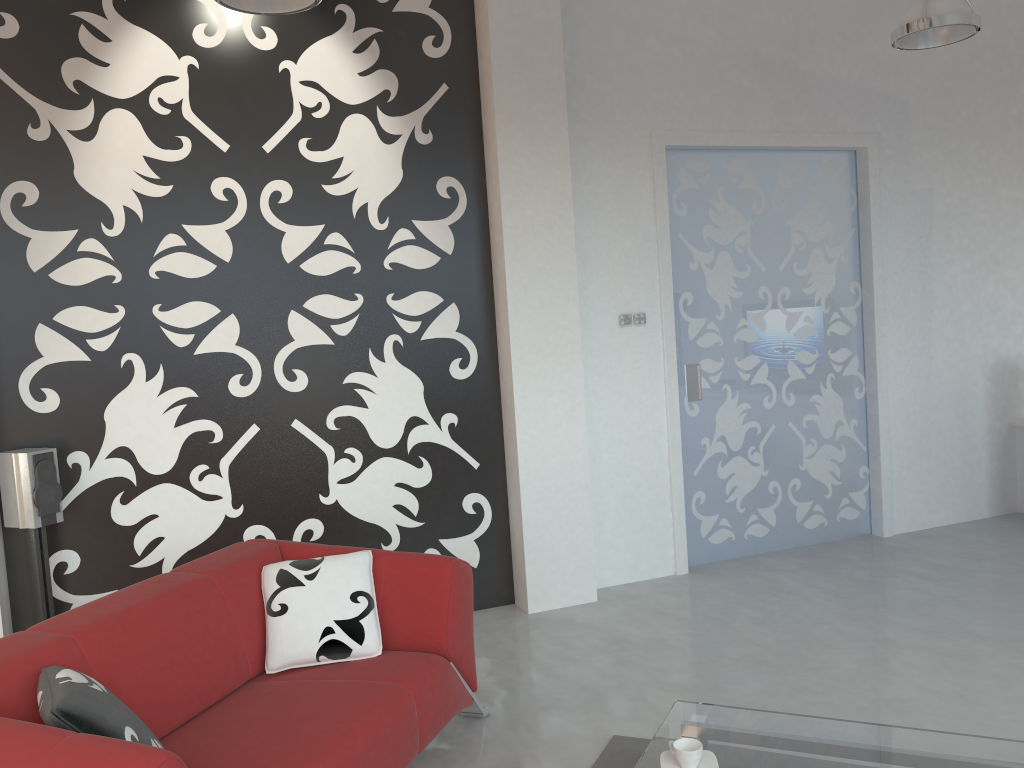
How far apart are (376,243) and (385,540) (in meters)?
1.52

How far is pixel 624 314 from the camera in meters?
5.0 m

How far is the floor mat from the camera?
3.0m

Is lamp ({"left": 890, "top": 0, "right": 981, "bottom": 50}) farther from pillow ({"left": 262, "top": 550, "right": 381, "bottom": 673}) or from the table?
pillow ({"left": 262, "top": 550, "right": 381, "bottom": 673})

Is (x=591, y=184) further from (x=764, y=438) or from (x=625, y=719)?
(x=625, y=719)

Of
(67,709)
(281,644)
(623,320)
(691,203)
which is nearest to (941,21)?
(691,203)

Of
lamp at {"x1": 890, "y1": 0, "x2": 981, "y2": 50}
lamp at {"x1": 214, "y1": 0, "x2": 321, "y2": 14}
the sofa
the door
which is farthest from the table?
lamp at {"x1": 890, "y1": 0, "x2": 981, "y2": 50}

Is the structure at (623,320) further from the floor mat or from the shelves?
the shelves

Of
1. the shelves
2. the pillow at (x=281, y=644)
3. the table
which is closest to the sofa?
the pillow at (x=281, y=644)

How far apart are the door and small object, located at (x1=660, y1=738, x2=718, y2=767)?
2.8m
